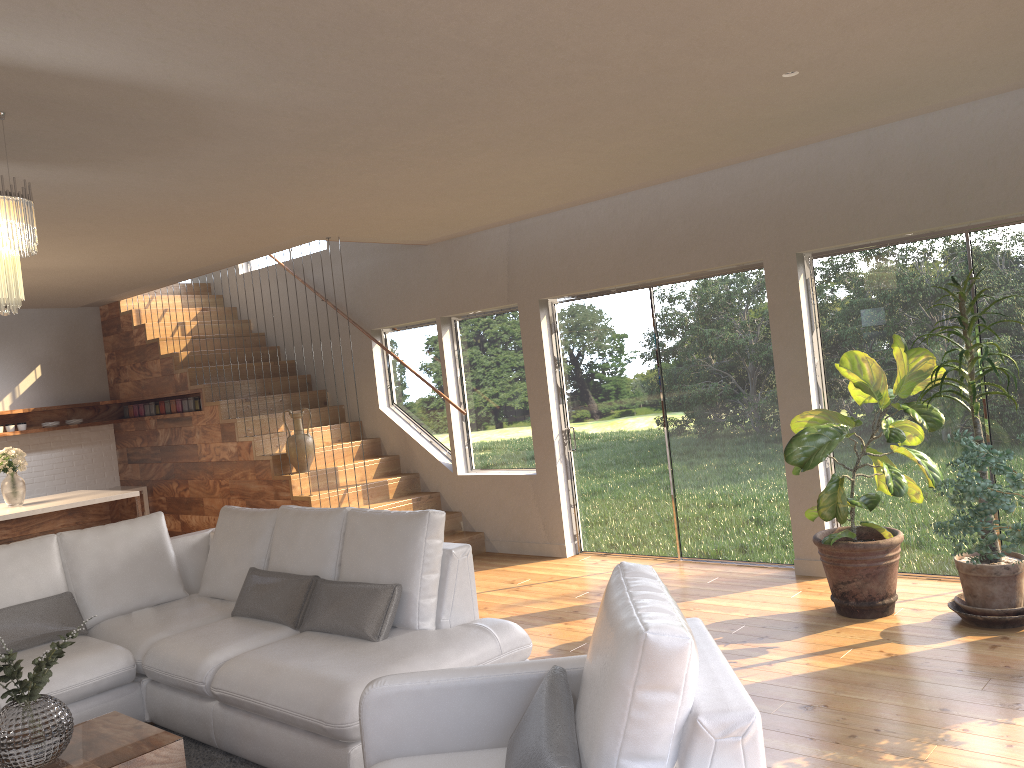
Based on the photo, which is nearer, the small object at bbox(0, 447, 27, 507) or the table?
the table

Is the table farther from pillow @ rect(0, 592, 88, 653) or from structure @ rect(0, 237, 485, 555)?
structure @ rect(0, 237, 485, 555)

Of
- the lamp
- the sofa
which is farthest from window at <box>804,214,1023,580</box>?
the lamp

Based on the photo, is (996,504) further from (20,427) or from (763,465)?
(20,427)

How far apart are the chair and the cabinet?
4.6m

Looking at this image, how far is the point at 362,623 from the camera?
4.0 meters

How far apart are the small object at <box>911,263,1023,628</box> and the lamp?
4.2 meters

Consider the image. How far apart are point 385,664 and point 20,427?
7.12m

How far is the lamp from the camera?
3.24m

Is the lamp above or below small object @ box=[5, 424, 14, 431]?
above
